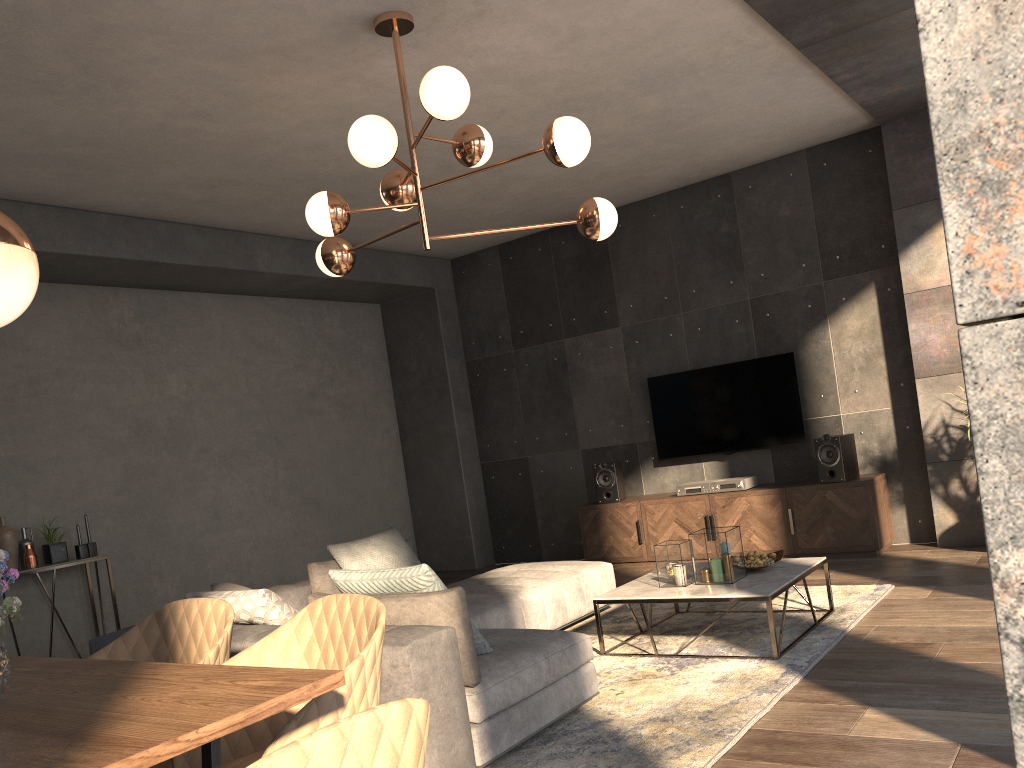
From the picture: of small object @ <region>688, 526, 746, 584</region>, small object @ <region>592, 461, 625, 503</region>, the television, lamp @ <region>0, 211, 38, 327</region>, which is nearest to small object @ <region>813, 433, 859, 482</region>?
the television

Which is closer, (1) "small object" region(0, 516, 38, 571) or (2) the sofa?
(2) the sofa

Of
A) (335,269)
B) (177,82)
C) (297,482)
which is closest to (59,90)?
(177,82)

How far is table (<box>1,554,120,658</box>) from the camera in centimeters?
548cm

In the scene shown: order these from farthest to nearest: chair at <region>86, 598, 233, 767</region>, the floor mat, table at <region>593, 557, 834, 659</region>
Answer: table at <region>593, 557, 834, 659</region> → the floor mat → chair at <region>86, 598, 233, 767</region>

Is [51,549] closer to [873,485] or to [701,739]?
[701,739]

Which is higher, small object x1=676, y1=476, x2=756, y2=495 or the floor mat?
small object x1=676, y1=476, x2=756, y2=495

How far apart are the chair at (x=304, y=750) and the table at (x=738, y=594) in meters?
3.0

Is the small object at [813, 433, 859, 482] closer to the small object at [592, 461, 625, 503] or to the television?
the television

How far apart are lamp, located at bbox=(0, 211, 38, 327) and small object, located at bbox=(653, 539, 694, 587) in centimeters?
340cm
